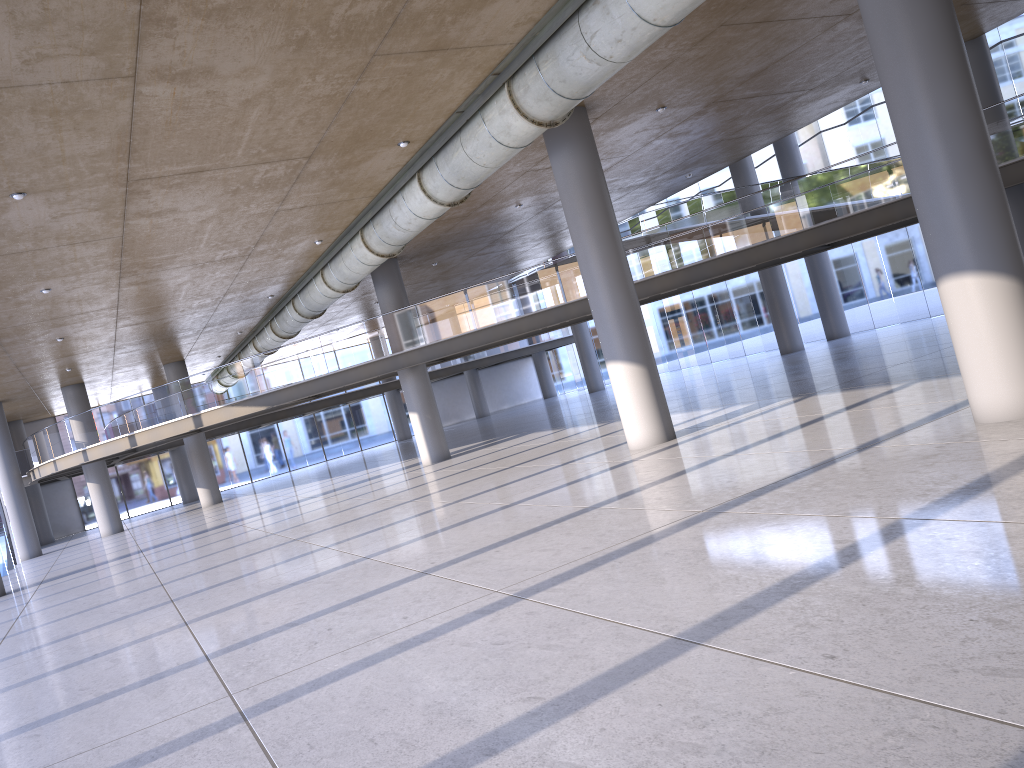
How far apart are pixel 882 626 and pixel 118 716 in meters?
5.4

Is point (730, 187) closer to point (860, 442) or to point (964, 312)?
point (860, 442)
